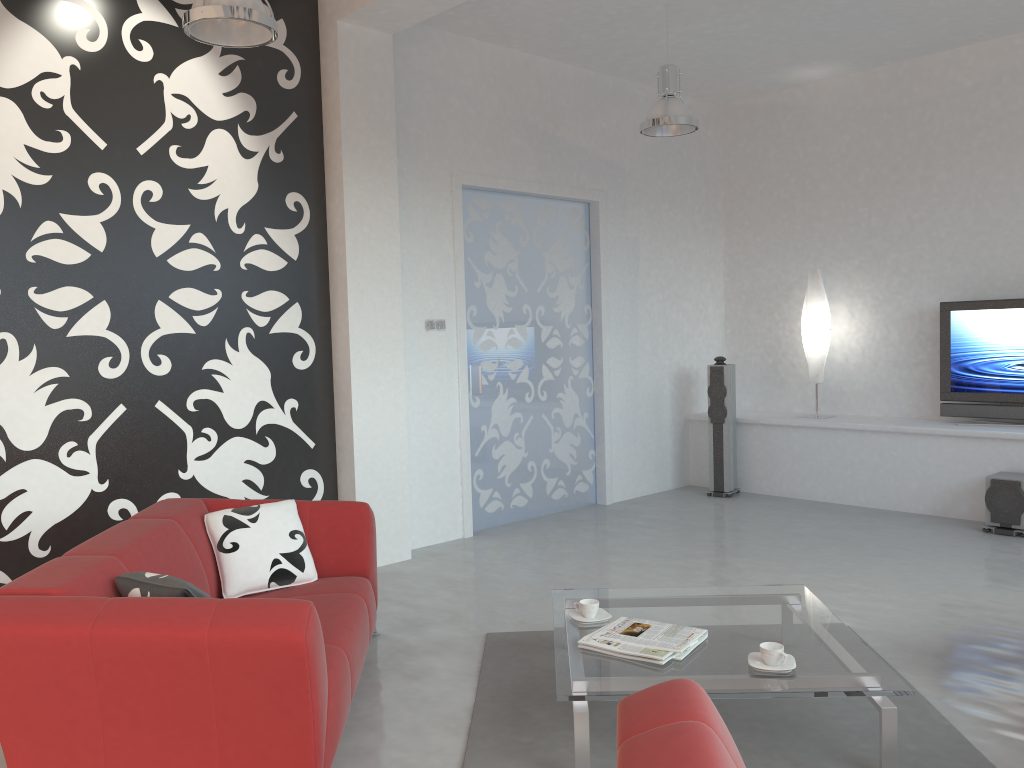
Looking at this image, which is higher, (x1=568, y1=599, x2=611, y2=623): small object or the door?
the door

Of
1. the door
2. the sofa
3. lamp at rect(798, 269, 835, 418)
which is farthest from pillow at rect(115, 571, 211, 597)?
lamp at rect(798, 269, 835, 418)

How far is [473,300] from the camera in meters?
6.4 m

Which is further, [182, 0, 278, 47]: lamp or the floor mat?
[182, 0, 278, 47]: lamp

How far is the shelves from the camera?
6.2m

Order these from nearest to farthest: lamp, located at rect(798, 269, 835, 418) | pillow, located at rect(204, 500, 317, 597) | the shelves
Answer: pillow, located at rect(204, 500, 317, 597) < the shelves < lamp, located at rect(798, 269, 835, 418)

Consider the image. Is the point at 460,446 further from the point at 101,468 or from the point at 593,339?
the point at 101,468

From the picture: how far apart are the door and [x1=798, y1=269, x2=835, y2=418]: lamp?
1.7 meters

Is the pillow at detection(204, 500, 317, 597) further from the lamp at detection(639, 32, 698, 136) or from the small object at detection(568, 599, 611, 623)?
the lamp at detection(639, 32, 698, 136)

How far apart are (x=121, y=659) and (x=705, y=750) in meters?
1.6 m
